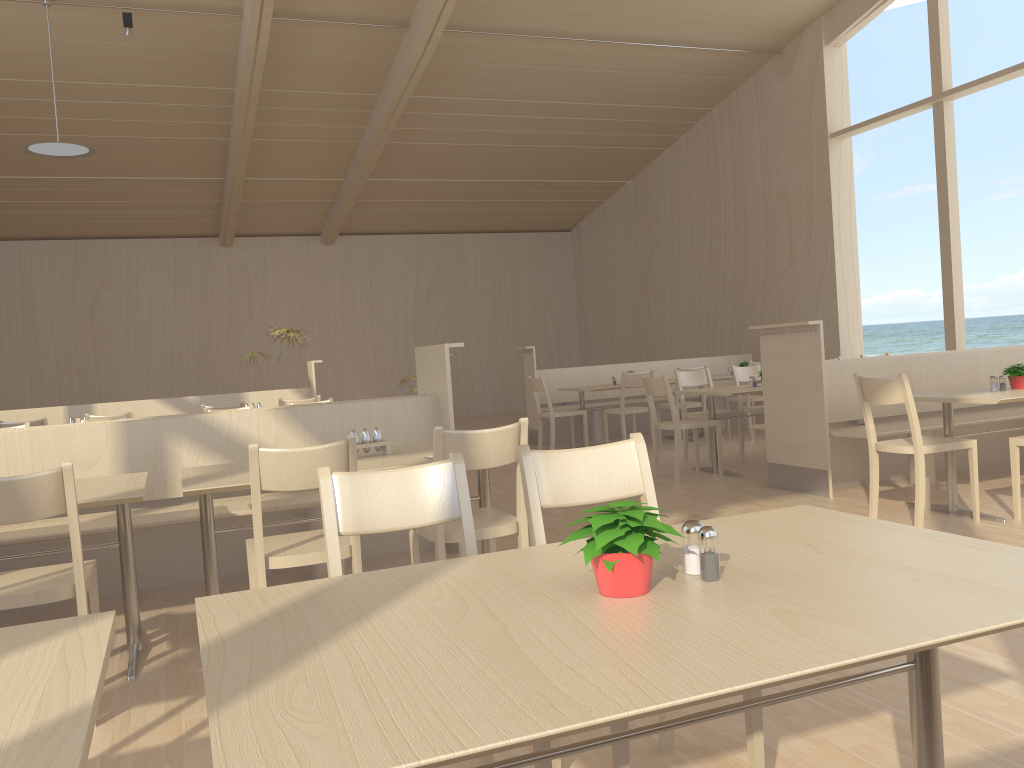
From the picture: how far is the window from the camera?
8.5 meters

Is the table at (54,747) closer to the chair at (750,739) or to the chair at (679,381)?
the chair at (750,739)

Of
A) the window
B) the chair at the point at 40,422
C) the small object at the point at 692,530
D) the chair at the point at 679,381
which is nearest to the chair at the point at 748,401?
the chair at the point at 679,381

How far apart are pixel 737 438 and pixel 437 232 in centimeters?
794cm

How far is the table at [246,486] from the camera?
3.07m

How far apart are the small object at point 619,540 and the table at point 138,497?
2.05m

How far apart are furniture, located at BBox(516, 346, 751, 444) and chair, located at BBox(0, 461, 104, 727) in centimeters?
700cm

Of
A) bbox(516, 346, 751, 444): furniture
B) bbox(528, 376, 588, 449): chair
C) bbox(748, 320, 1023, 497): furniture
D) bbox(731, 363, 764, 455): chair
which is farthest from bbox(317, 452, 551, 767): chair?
bbox(516, 346, 751, 444): furniture

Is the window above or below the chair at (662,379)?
above

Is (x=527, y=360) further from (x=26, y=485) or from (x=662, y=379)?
(x=26, y=485)
